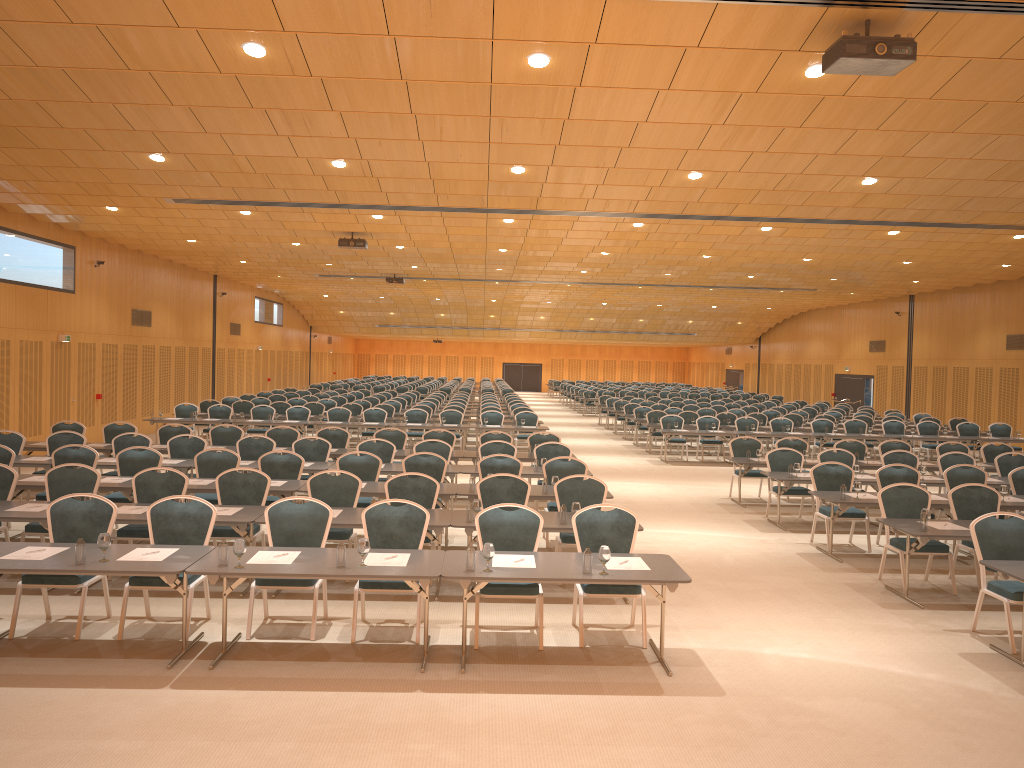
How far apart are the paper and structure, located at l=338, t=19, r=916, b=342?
4.20m

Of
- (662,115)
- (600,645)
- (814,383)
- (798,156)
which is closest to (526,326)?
(814,383)

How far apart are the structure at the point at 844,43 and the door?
19.37m

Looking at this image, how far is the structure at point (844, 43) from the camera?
6.7m

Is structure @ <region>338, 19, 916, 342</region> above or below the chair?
above

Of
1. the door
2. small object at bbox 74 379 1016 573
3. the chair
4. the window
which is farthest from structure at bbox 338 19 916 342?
the door

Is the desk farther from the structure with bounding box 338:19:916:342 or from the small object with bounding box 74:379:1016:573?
the structure with bounding box 338:19:916:342

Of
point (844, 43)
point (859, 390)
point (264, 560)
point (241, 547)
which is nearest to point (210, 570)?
point (241, 547)

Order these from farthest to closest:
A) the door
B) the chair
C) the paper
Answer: the door < the chair < the paper

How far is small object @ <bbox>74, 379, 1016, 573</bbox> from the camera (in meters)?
6.61
